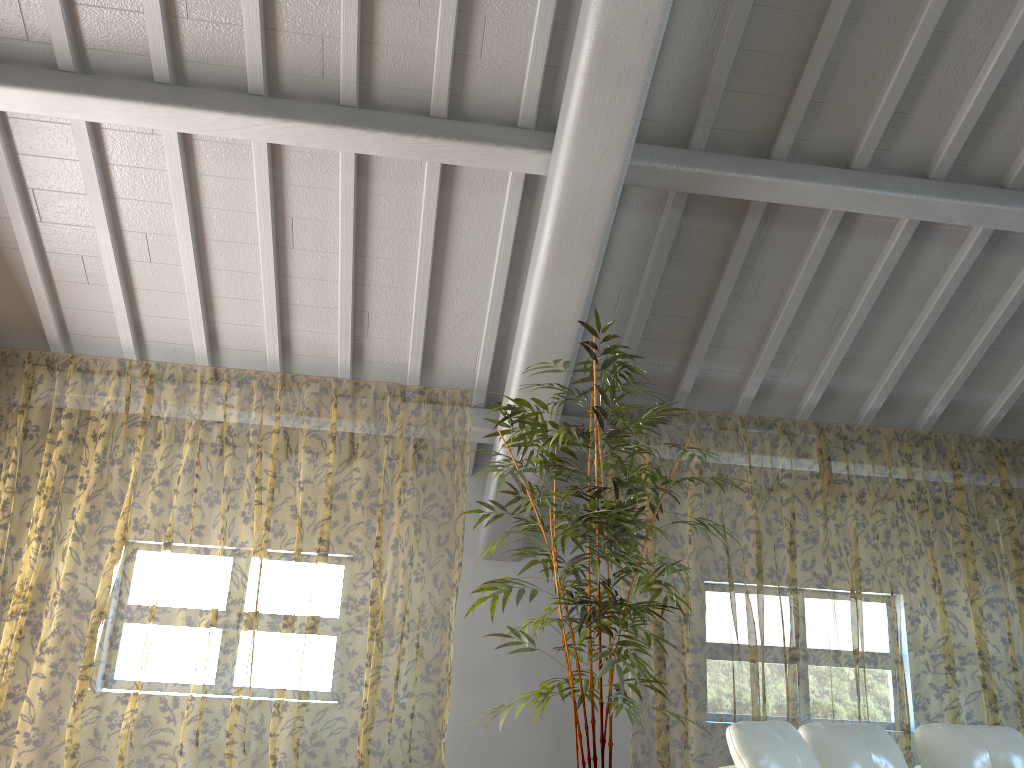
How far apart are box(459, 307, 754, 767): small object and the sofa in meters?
0.7 m

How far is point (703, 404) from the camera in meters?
5.8 m

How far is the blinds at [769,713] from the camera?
9.6 meters

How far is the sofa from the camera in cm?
285

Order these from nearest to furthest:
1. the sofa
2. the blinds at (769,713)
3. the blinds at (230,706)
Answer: the sofa < the blinds at (769,713) < the blinds at (230,706)

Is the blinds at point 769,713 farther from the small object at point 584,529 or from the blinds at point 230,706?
the blinds at point 230,706

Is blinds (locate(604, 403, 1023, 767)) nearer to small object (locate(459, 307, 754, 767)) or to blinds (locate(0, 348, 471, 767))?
small object (locate(459, 307, 754, 767))

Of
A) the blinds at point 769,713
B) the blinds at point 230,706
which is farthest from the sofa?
the blinds at point 230,706

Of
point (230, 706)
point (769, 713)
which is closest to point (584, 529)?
point (769, 713)

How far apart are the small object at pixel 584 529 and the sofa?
0.65m
